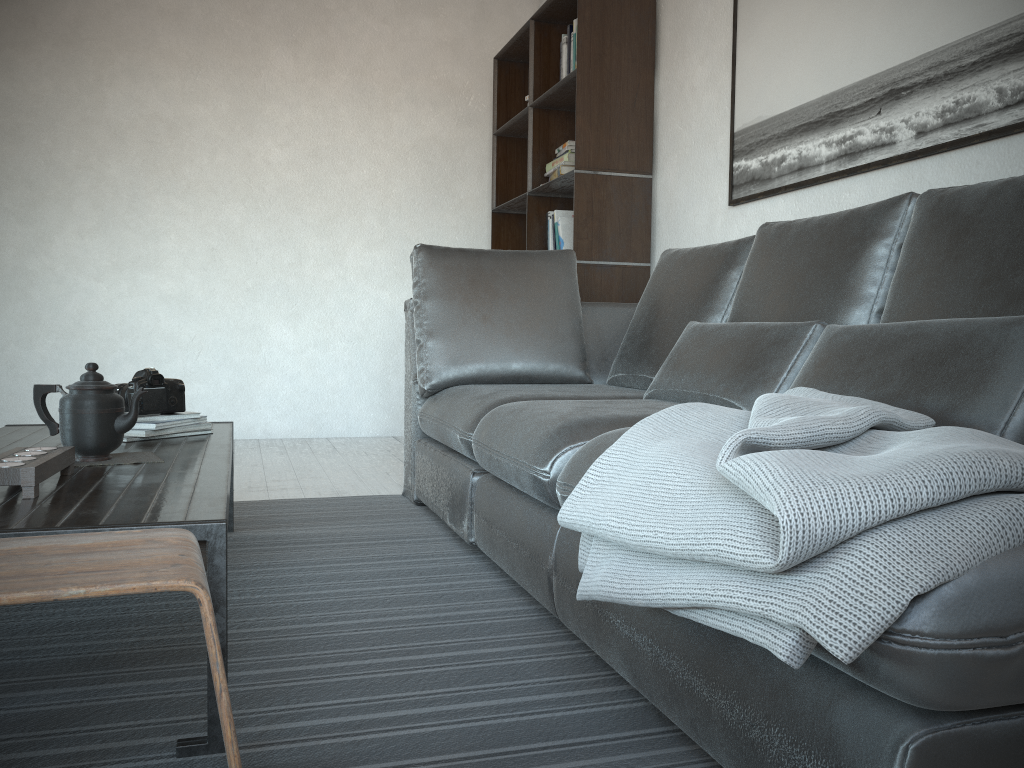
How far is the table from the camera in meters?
1.2

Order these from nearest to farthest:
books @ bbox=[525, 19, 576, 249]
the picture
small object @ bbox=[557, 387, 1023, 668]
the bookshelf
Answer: small object @ bbox=[557, 387, 1023, 668] < the picture < the bookshelf < books @ bbox=[525, 19, 576, 249]

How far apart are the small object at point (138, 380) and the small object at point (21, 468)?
0.6 meters

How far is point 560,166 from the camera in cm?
397

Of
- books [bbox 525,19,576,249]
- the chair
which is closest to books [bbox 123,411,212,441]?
the chair

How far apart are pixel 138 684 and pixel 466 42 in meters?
4.4

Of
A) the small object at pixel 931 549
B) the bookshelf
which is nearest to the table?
the small object at pixel 931 549

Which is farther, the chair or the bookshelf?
the bookshelf

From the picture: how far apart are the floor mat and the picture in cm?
151

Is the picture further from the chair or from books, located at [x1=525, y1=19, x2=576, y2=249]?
the chair
